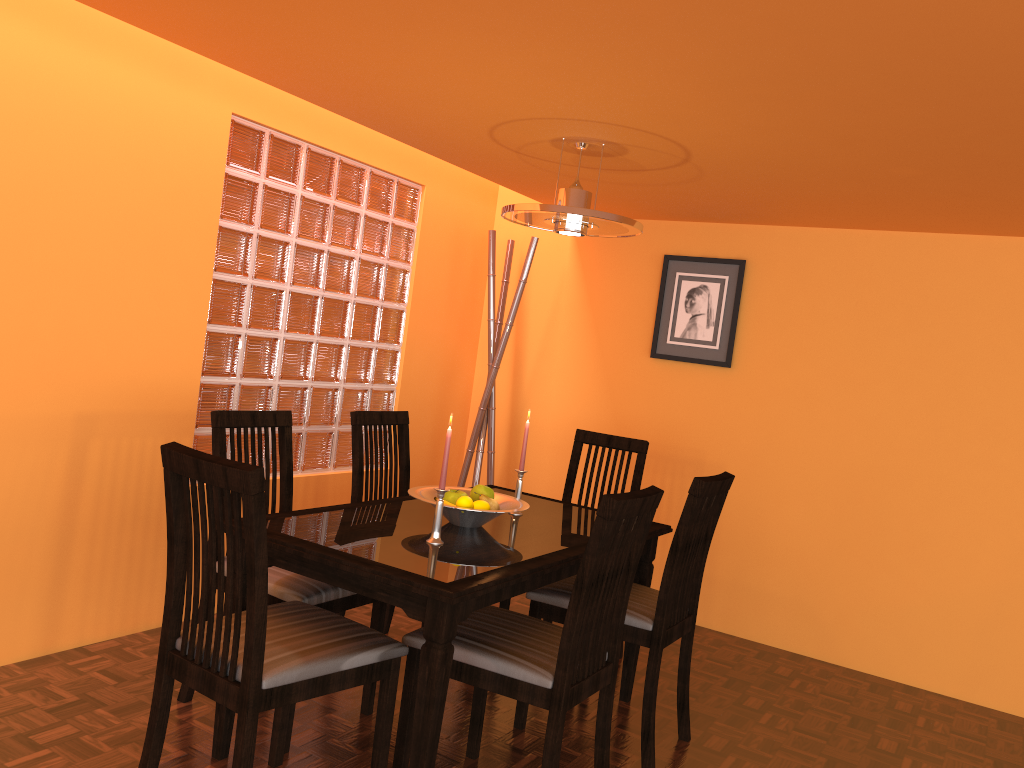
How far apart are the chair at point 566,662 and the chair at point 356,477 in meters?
0.8

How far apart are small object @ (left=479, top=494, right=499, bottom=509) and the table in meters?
0.1 m

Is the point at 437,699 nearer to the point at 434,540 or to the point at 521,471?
the point at 434,540

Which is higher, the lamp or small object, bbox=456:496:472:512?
the lamp

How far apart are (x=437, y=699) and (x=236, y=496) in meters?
0.6

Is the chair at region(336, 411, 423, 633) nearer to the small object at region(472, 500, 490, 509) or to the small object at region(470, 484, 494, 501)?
the small object at region(470, 484, 494, 501)

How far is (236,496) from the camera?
1.6m

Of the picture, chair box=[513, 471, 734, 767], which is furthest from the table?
the picture

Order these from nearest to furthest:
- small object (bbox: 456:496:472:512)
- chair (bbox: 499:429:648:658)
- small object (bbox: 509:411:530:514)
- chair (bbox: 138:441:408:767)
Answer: chair (bbox: 138:441:408:767) → small object (bbox: 456:496:472:512) → small object (bbox: 509:411:530:514) → chair (bbox: 499:429:648:658)

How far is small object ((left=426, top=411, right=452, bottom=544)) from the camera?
2.2m
